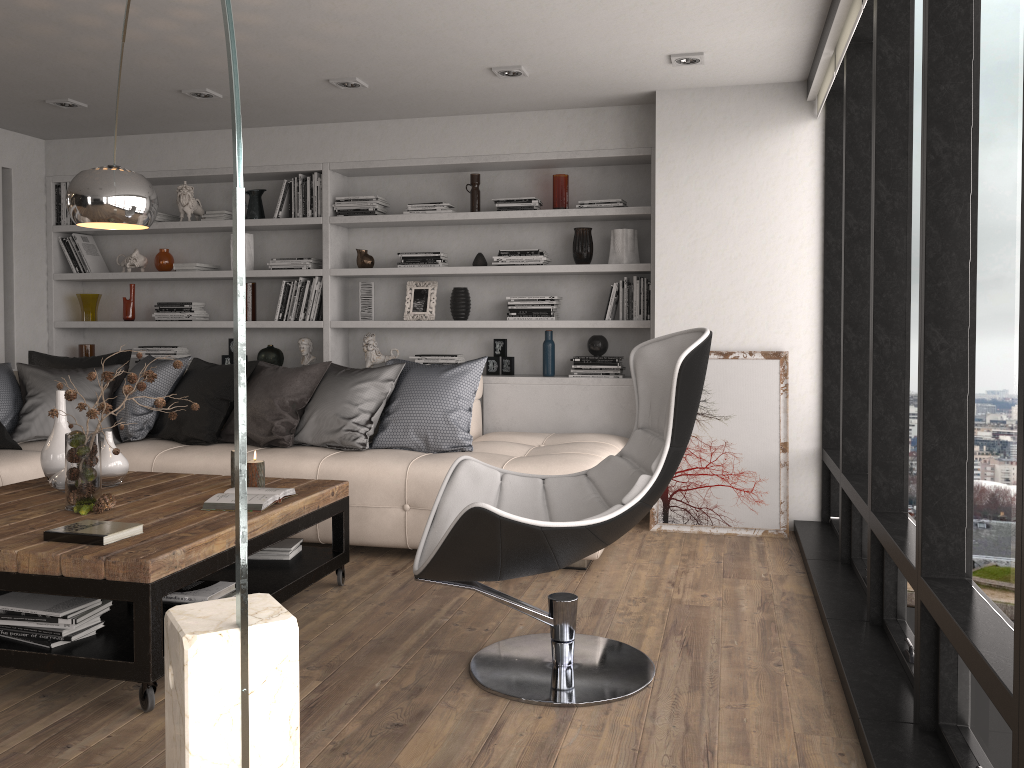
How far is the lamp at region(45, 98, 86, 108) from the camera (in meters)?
5.12

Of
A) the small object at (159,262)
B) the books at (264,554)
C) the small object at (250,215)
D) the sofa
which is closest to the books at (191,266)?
the small object at (159,262)

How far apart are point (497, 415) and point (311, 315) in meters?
1.4

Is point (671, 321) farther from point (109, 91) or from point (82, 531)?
point (109, 91)

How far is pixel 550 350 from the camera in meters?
5.5

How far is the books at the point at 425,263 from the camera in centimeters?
563cm

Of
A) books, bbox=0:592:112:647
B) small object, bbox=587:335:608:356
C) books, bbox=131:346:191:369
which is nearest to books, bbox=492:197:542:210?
small object, bbox=587:335:608:356

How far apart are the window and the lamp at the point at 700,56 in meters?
0.7

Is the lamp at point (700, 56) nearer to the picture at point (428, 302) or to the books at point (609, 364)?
the books at point (609, 364)

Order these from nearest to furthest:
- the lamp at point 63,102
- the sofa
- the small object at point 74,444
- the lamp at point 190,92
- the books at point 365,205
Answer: the small object at point 74,444
the sofa
the lamp at point 190,92
the lamp at point 63,102
the books at point 365,205
